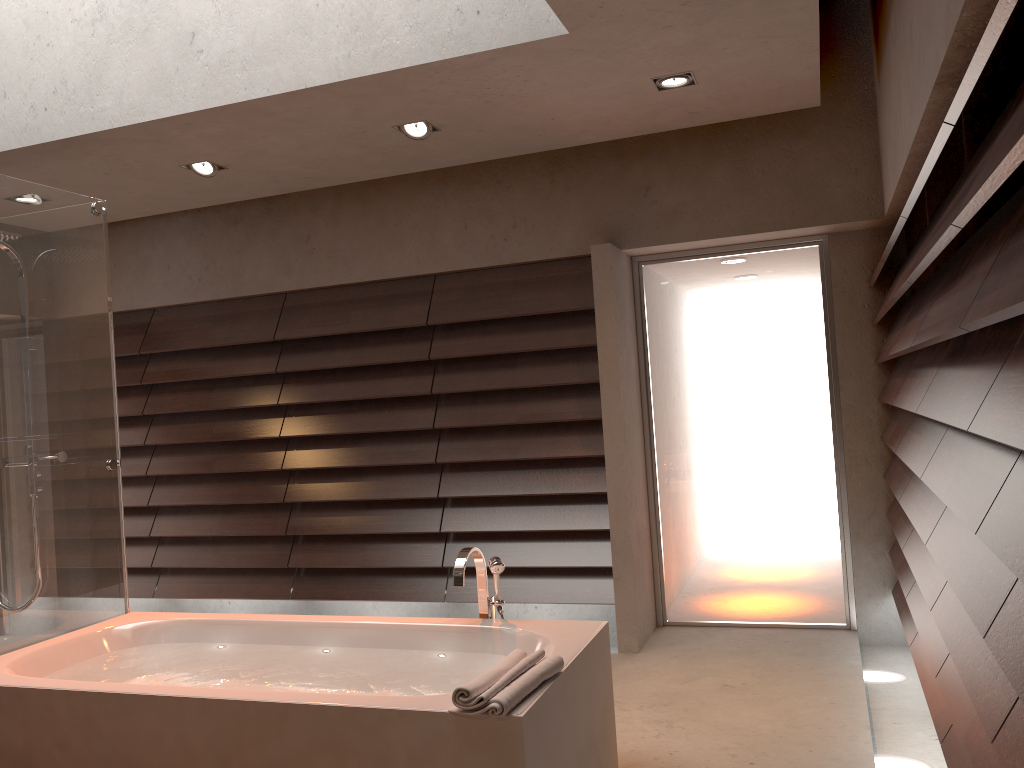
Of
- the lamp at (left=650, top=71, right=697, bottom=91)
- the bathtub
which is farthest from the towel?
the lamp at (left=650, top=71, right=697, bottom=91)

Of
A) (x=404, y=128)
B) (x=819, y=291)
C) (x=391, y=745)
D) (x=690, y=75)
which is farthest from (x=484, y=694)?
(x=819, y=291)

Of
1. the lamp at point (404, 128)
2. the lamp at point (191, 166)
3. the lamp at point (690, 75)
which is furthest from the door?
the lamp at point (191, 166)

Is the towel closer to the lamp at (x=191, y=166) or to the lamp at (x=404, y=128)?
the lamp at (x=404, y=128)

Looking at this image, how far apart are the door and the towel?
2.4 meters

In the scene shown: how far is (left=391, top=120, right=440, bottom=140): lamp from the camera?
3.95m

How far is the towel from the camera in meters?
2.1

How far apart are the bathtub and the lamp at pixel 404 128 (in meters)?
1.92

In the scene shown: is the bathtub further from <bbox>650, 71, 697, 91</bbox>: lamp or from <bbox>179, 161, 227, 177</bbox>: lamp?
<bbox>179, 161, 227, 177</bbox>: lamp

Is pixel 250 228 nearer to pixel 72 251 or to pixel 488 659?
pixel 72 251
